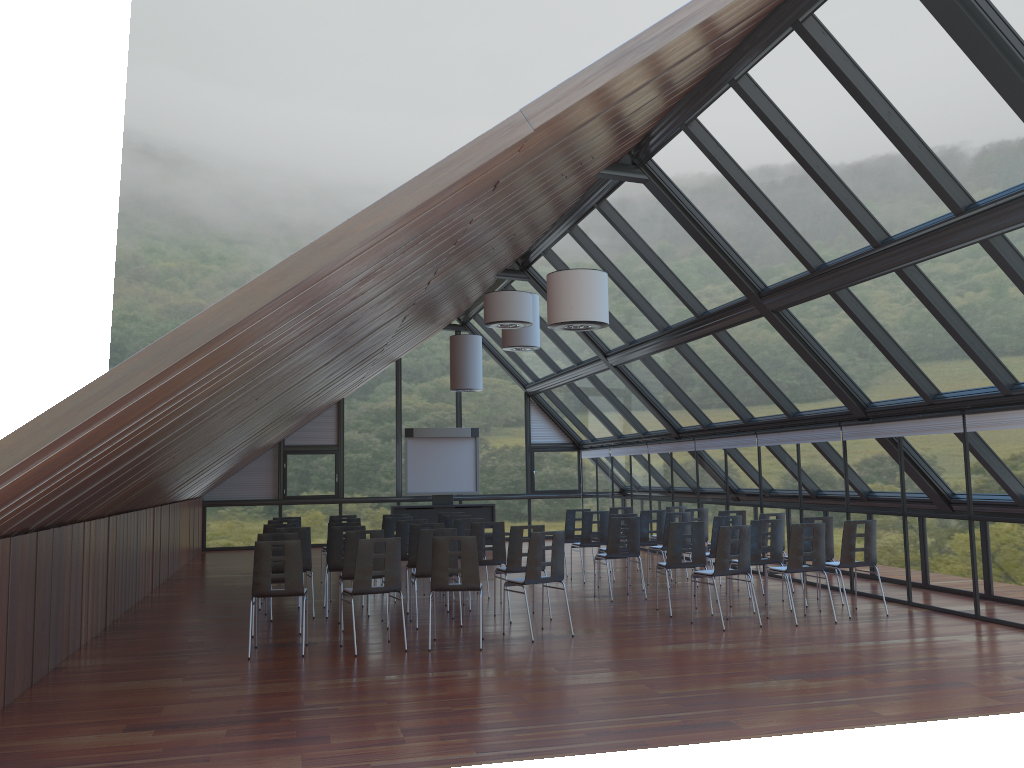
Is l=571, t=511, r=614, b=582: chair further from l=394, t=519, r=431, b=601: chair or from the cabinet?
the cabinet

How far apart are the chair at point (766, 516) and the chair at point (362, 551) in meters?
6.3

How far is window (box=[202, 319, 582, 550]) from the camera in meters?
23.3

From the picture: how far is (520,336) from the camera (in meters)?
15.26

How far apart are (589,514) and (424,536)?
4.86m

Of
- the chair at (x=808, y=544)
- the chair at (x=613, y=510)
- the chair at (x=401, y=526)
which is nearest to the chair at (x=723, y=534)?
the chair at (x=808, y=544)

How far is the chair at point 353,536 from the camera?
10.8 meters

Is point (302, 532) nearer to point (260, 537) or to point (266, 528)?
point (266, 528)

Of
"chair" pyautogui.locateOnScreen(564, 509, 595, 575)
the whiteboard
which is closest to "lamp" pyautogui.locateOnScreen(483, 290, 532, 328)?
"chair" pyautogui.locateOnScreen(564, 509, 595, 575)

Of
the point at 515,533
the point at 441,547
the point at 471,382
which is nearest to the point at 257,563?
the point at 441,547
